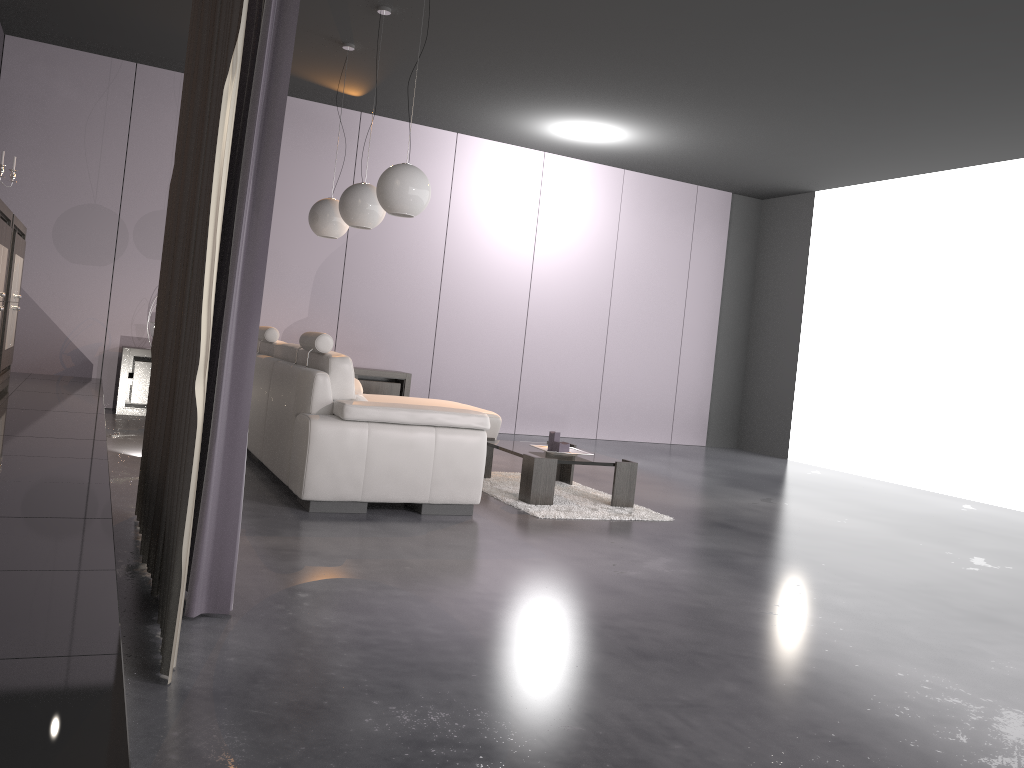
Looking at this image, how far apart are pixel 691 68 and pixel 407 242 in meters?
3.5

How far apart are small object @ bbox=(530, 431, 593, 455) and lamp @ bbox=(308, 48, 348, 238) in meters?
2.3

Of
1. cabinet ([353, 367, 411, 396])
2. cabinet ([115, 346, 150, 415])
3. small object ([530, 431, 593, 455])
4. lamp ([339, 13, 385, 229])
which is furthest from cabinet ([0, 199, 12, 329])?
cabinet ([353, 367, 411, 396])

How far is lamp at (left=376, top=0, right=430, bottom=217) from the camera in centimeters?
479cm

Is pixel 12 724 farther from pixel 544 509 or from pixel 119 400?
pixel 119 400

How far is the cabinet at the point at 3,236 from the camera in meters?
4.8 m

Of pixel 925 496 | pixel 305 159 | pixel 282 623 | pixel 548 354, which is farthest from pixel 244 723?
pixel 548 354

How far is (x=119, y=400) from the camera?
7.3 meters

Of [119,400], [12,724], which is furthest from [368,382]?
[12,724]

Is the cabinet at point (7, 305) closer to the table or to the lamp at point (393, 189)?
the lamp at point (393, 189)
